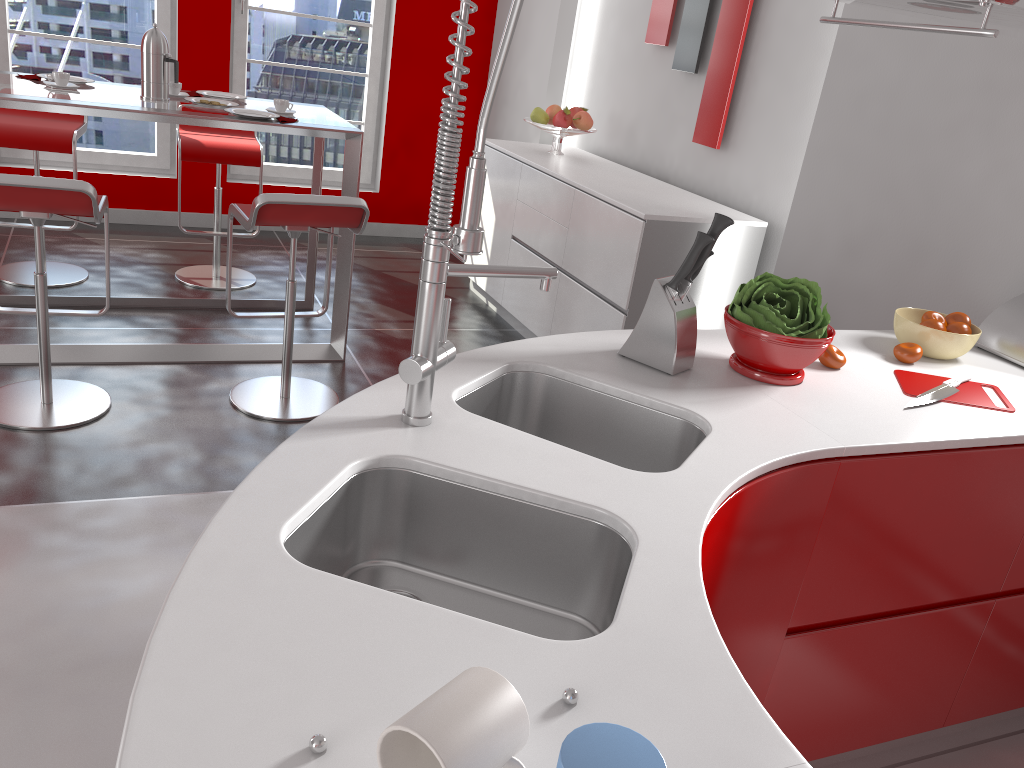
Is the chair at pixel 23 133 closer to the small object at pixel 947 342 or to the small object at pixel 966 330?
the small object at pixel 947 342

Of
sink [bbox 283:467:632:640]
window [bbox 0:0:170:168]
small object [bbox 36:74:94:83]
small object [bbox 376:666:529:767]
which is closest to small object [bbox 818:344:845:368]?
sink [bbox 283:467:632:640]

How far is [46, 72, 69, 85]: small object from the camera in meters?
3.4 m

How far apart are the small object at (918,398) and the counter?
0.0m

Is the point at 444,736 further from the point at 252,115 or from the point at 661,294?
the point at 252,115

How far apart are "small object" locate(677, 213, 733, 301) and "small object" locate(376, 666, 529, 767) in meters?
1.2

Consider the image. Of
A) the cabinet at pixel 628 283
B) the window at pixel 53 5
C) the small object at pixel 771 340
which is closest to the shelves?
the small object at pixel 771 340

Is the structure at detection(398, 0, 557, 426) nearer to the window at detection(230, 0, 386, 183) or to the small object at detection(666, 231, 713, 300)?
the small object at detection(666, 231, 713, 300)

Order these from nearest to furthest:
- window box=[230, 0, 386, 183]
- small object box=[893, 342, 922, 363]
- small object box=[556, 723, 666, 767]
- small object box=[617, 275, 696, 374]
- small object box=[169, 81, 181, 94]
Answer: small object box=[556, 723, 666, 767] < small object box=[617, 275, 696, 374] < small object box=[893, 342, 922, 363] < small object box=[169, 81, 181, 94] < window box=[230, 0, 386, 183]

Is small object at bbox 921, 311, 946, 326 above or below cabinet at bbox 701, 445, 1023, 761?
→ above
